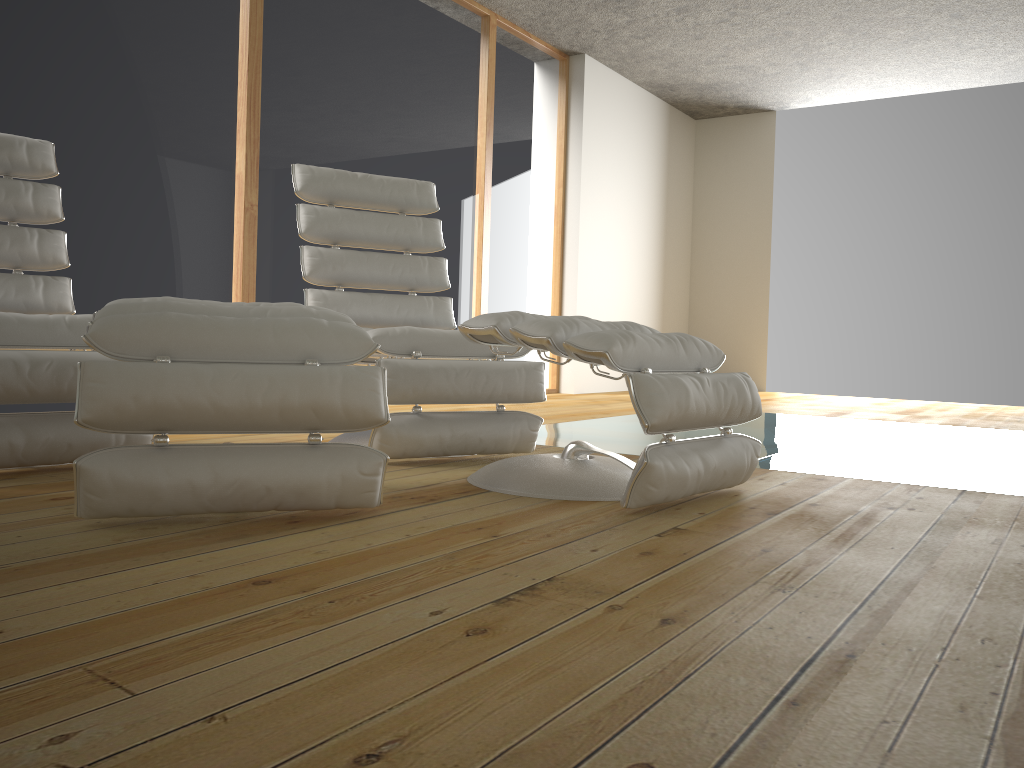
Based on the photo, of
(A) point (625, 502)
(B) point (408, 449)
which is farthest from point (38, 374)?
(A) point (625, 502)

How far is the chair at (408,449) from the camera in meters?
2.5

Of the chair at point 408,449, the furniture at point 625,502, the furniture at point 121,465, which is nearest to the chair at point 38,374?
the furniture at point 121,465

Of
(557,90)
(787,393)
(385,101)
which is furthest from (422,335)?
(787,393)

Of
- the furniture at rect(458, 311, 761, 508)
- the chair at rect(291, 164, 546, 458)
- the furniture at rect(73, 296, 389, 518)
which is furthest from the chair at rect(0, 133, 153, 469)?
the furniture at rect(458, 311, 761, 508)

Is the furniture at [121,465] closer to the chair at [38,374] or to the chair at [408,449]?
the chair at [38,374]

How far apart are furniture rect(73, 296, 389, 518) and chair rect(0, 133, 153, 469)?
0.3 meters

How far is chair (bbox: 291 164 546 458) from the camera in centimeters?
252cm

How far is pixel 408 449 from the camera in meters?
2.5

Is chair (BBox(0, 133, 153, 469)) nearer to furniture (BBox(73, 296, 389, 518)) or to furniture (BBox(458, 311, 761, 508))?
furniture (BBox(73, 296, 389, 518))
